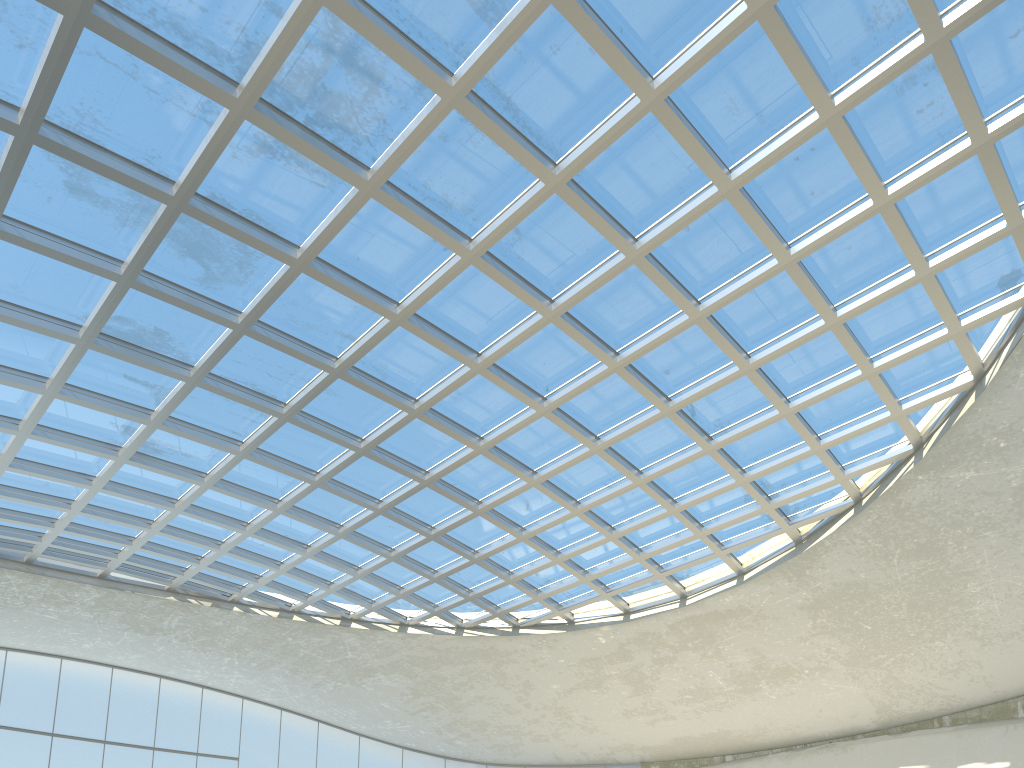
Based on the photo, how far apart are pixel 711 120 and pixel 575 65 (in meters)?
7.48
